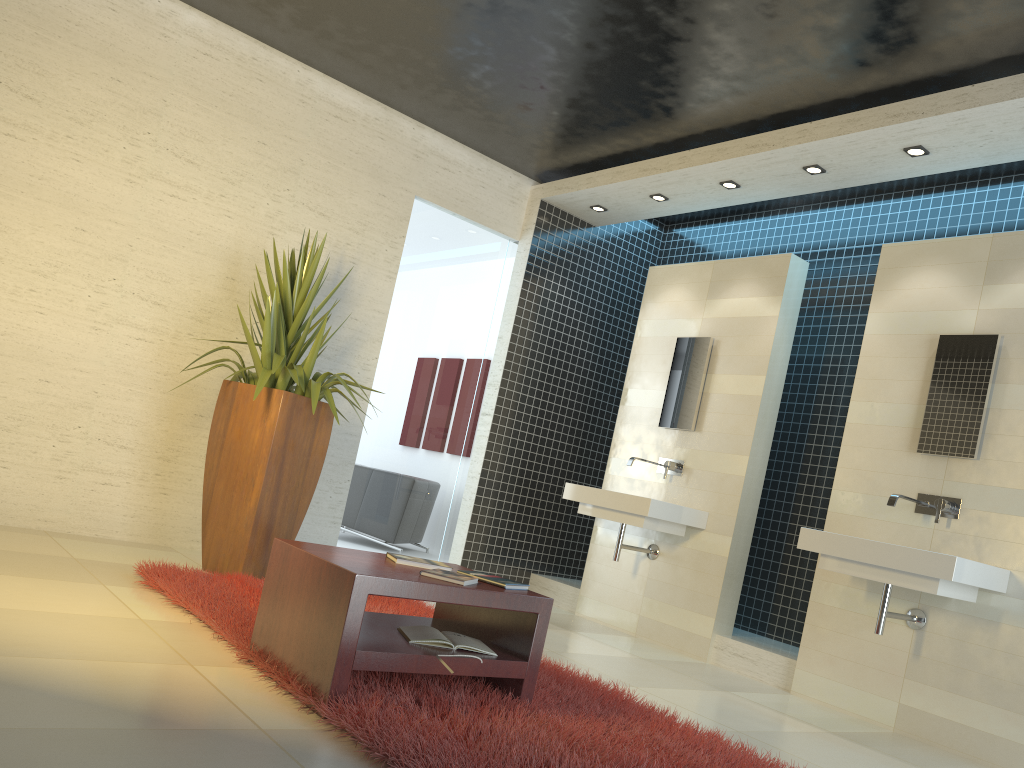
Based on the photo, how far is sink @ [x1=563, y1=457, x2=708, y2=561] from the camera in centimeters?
565cm

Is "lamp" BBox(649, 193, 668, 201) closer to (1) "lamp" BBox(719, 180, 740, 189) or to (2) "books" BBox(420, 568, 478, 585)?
(1) "lamp" BBox(719, 180, 740, 189)

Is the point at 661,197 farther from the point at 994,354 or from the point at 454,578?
the point at 454,578

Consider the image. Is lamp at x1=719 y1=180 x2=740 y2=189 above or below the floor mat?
above

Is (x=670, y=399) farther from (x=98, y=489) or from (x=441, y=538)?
(x=98, y=489)

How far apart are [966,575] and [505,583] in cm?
233

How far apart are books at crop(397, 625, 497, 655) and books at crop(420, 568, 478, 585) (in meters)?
0.22

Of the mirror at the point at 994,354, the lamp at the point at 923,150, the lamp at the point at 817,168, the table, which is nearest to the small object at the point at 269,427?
the table

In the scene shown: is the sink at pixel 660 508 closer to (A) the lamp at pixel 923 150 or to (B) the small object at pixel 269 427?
(B) the small object at pixel 269 427

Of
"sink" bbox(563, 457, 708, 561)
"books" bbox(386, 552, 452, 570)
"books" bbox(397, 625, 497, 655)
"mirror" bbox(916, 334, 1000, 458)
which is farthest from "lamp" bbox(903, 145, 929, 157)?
"books" bbox(397, 625, 497, 655)
